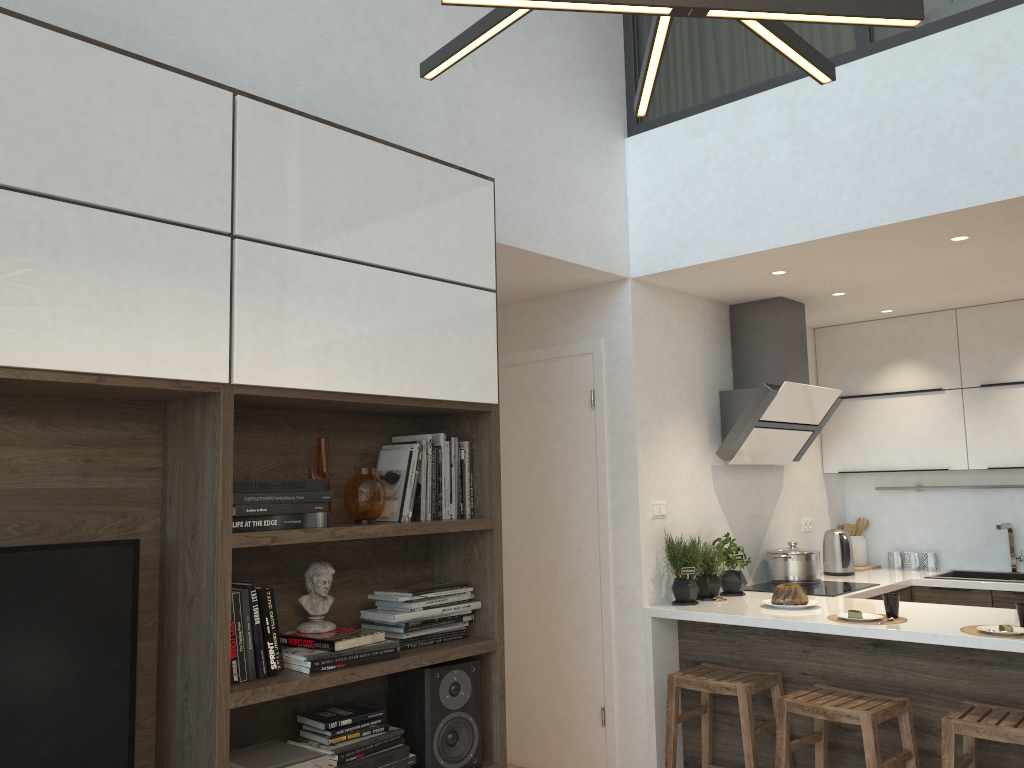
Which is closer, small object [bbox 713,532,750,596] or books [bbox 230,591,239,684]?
books [bbox 230,591,239,684]

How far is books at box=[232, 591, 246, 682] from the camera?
2.3 meters

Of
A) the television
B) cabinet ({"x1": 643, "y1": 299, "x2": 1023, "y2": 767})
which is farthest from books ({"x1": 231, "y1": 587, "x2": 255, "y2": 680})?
cabinet ({"x1": 643, "y1": 299, "x2": 1023, "y2": 767})

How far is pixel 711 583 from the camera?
4.3 meters

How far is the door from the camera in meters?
4.3 m

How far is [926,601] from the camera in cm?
497

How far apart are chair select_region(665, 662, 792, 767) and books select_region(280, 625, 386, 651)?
1.7m

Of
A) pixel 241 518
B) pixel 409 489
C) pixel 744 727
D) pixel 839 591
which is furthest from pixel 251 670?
pixel 839 591

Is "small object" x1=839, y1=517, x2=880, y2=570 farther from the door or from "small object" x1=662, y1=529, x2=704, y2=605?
the door

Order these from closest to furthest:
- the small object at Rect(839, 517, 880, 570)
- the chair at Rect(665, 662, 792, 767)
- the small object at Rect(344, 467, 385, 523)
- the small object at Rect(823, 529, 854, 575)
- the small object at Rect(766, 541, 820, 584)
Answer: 1. the small object at Rect(344, 467, 385, 523)
2. the chair at Rect(665, 662, 792, 767)
3. the small object at Rect(766, 541, 820, 584)
4. the small object at Rect(823, 529, 854, 575)
5. the small object at Rect(839, 517, 880, 570)
